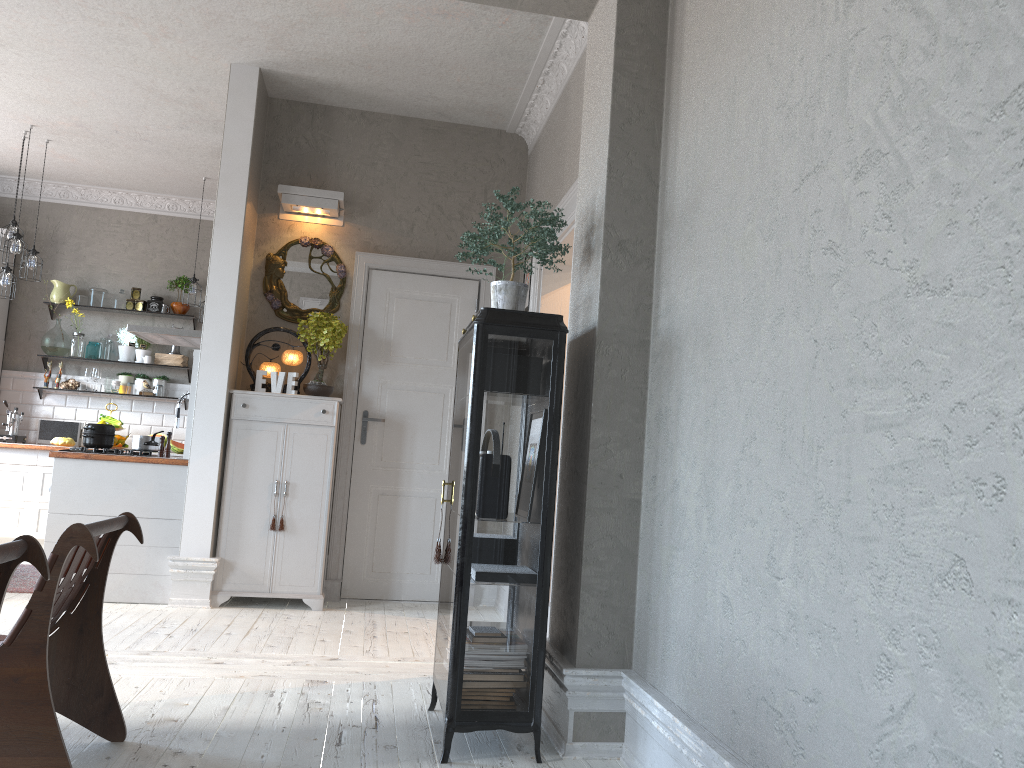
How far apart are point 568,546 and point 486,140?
3.8 meters

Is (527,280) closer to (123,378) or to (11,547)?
(11,547)

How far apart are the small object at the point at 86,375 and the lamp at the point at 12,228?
1.8 meters

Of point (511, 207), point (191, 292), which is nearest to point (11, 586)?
point (191, 292)

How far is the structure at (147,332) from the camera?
6.4m

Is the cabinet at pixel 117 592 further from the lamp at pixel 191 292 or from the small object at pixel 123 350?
the lamp at pixel 191 292

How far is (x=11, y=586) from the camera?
5.5 meters

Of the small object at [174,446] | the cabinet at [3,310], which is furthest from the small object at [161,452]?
the cabinet at [3,310]

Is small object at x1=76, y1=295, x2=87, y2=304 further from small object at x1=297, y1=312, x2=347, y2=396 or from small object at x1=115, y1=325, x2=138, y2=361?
small object at x1=297, y1=312, x2=347, y2=396

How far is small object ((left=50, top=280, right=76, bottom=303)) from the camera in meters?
8.3
